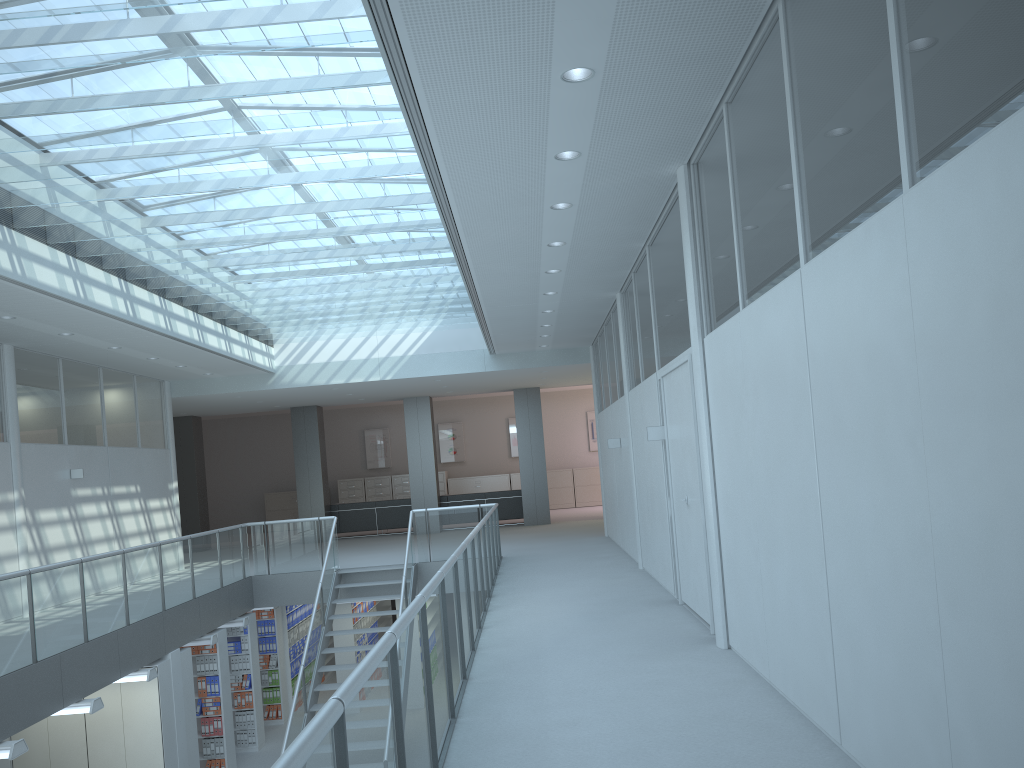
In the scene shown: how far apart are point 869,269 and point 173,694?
8.6m

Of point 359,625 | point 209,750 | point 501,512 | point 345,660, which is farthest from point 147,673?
point 501,512

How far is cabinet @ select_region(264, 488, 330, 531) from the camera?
23.2 meters

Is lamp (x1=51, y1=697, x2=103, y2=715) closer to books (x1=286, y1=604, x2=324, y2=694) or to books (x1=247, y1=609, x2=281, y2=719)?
books (x1=247, y1=609, x2=281, y2=719)

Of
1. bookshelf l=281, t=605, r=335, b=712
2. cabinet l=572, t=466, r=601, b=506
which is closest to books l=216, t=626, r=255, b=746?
bookshelf l=281, t=605, r=335, b=712

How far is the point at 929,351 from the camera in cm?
250

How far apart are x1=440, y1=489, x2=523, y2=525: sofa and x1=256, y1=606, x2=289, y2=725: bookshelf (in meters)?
5.72

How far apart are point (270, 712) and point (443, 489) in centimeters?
1048cm

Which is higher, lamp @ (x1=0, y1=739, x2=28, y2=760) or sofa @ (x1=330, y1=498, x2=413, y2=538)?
sofa @ (x1=330, y1=498, x2=413, y2=538)

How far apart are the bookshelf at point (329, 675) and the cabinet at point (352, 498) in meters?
6.7
